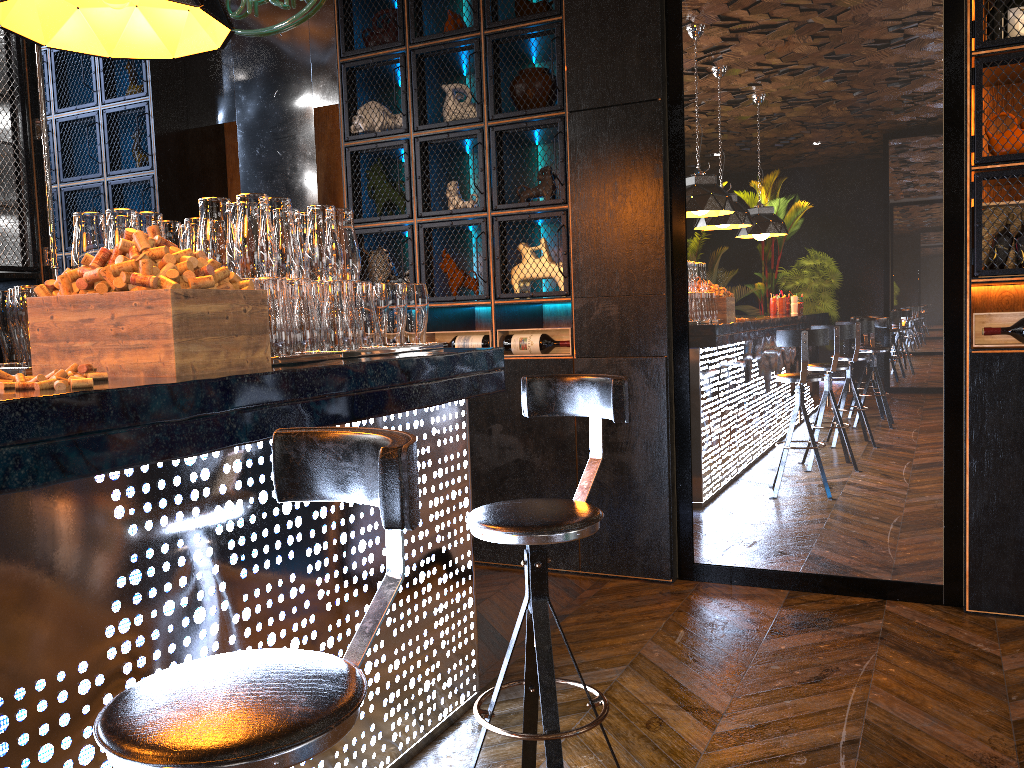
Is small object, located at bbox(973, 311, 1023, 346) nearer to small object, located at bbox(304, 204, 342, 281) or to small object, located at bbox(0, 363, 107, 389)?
small object, located at bbox(304, 204, 342, 281)

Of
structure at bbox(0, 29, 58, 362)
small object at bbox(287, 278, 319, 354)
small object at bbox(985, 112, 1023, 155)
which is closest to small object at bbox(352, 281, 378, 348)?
small object at bbox(287, 278, 319, 354)

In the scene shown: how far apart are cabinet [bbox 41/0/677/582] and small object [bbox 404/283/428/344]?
1.5m

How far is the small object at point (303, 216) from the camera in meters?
2.6

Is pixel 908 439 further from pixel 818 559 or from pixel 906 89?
pixel 906 89

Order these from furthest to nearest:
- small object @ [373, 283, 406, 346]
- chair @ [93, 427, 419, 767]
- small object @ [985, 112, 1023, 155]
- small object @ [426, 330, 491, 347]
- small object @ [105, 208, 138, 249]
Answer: small object @ [426, 330, 491, 347]
small object @ [985, 112, 1023, 155]
small object @ [373, 283, 406, 346]
small object @ [105, 208, 138, 249]
chair @ [93, 427, 419, 767]

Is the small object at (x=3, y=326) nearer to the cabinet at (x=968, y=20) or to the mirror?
the mirror

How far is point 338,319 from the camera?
2.40m

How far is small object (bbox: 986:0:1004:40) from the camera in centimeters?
351cm

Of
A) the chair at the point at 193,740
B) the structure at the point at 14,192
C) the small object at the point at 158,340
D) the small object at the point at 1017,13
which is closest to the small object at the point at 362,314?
the small object at the point at 158,340
